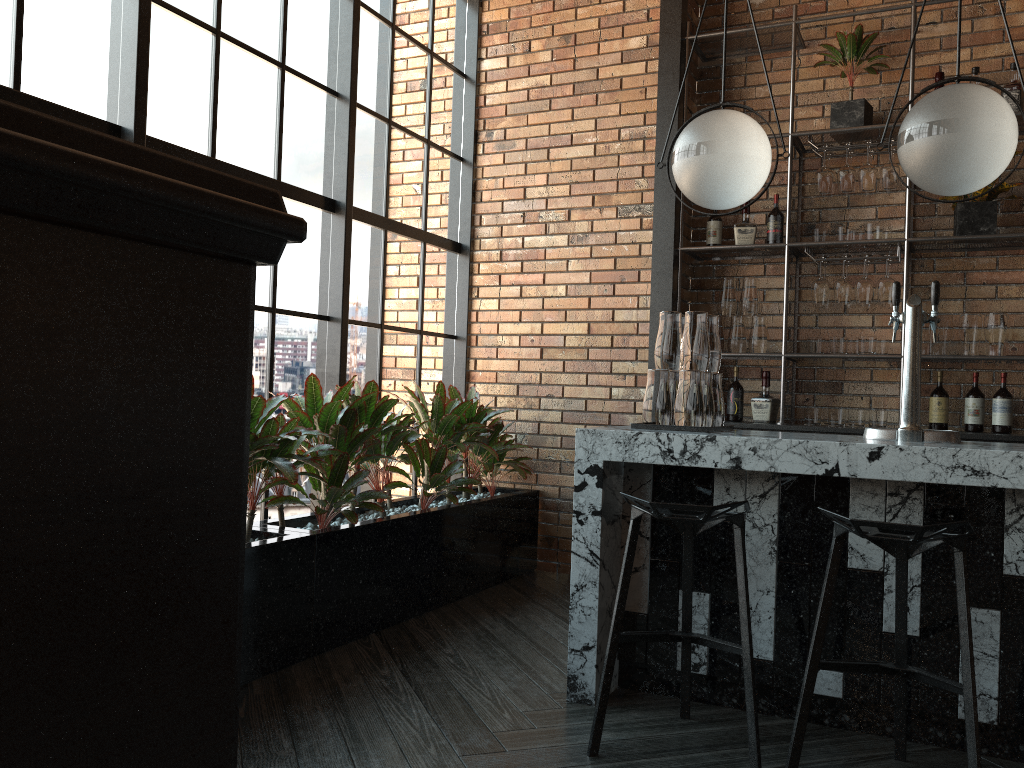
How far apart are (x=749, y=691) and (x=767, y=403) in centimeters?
246cm

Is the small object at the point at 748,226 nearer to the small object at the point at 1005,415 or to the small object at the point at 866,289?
the small object at the point at 866,289

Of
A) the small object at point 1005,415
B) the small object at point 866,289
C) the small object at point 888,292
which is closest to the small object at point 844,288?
the small object at point 866,289

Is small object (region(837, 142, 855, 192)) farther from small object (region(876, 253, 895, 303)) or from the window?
the window

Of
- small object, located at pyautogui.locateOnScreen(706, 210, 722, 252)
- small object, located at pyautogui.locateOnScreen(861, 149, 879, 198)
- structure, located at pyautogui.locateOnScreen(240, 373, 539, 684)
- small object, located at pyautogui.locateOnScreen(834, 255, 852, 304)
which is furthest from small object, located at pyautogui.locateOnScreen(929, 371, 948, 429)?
structure, located at pyautogui.locateOnScreen(240, 373, 539, 684)

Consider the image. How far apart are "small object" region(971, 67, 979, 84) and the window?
2.7m

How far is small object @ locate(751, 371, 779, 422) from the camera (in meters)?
4.67

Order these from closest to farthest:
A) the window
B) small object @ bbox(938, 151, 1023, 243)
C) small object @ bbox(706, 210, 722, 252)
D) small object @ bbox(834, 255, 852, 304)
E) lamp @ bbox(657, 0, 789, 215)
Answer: lamp @ bbox(657, 0, 789, 215)
the window
small object @ bbox(938, 151, 1023, 243)
small object @ bbox(834, 255, 852, 304)
small object @ bbox(706, 210, 722, 252)

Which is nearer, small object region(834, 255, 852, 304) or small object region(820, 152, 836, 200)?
small object region(834, 255, 852, 304)

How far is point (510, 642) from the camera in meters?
3.6 m
